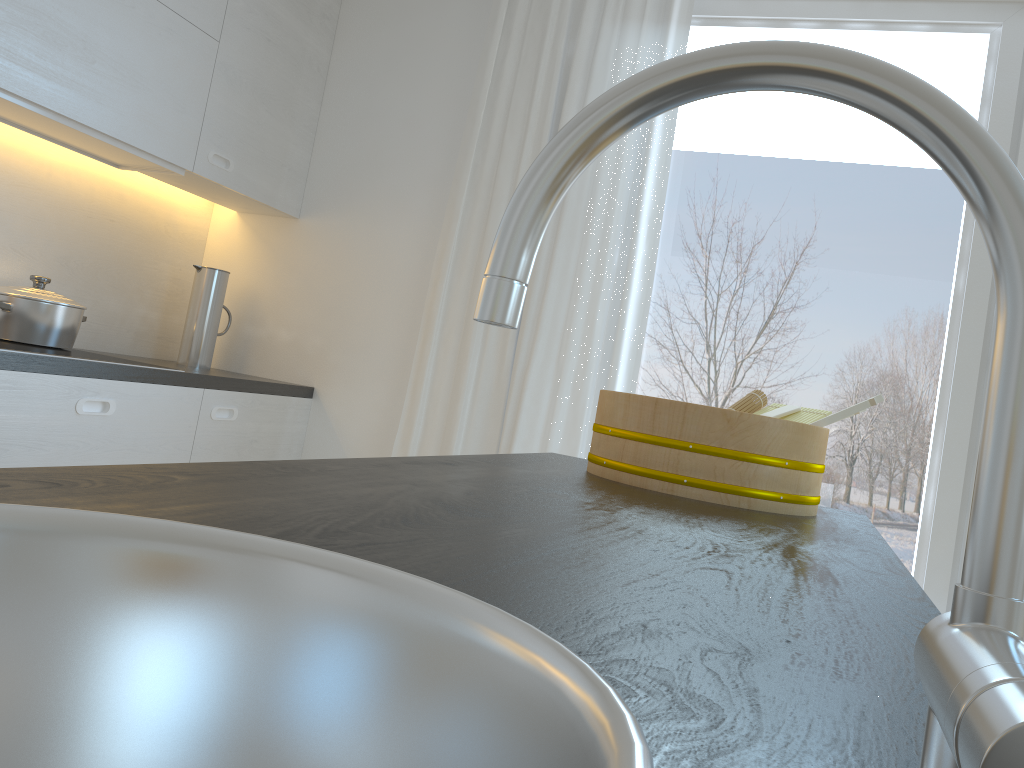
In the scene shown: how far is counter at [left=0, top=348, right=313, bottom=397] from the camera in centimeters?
202cm

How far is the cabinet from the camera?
2.1 meters

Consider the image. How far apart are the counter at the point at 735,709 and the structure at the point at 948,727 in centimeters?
9cm

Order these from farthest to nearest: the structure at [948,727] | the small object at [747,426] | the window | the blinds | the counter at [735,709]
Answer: the blinds < the window < the small object at [747,426] < the counter at [735,709] < the structure at [948,727]

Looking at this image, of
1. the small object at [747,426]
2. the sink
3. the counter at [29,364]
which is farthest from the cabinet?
the sink

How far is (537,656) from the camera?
0.4 meters

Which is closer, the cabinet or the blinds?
the cabinet

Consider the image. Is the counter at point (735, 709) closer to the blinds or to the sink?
the sink

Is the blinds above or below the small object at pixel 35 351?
above

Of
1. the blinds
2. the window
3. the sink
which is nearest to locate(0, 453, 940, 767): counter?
the sink
